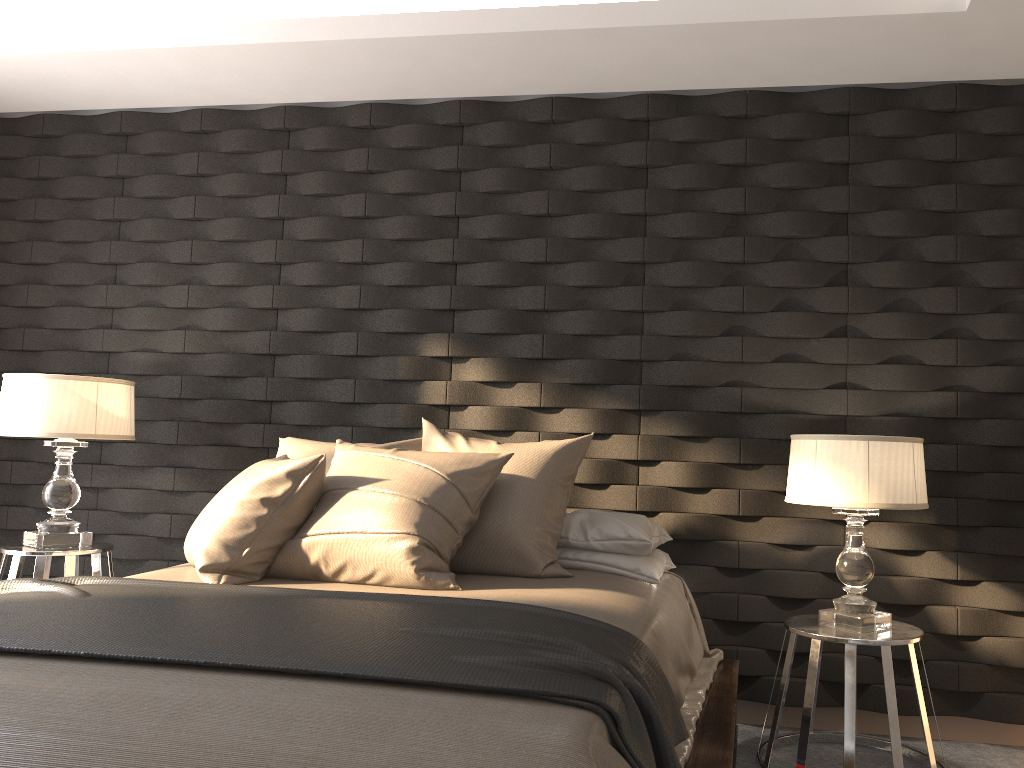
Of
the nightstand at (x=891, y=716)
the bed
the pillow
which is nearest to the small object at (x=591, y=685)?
the bed

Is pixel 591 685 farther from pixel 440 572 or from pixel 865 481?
pixel 865 481

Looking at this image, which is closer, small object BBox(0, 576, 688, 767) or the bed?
the bed

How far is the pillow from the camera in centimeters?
257cm

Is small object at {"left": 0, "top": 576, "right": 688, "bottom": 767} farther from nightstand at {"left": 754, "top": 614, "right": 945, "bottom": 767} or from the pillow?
nightstand at {"left": 754, "top": 614, "right": 945, "bottom": 767}

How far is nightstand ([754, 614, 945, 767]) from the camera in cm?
260

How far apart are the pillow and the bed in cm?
2

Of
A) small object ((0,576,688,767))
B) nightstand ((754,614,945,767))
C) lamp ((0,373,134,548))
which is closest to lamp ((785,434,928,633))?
nightstand ((754,614,945,767))

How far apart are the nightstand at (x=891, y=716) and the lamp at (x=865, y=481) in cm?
2

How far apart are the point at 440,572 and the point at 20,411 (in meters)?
1.84
